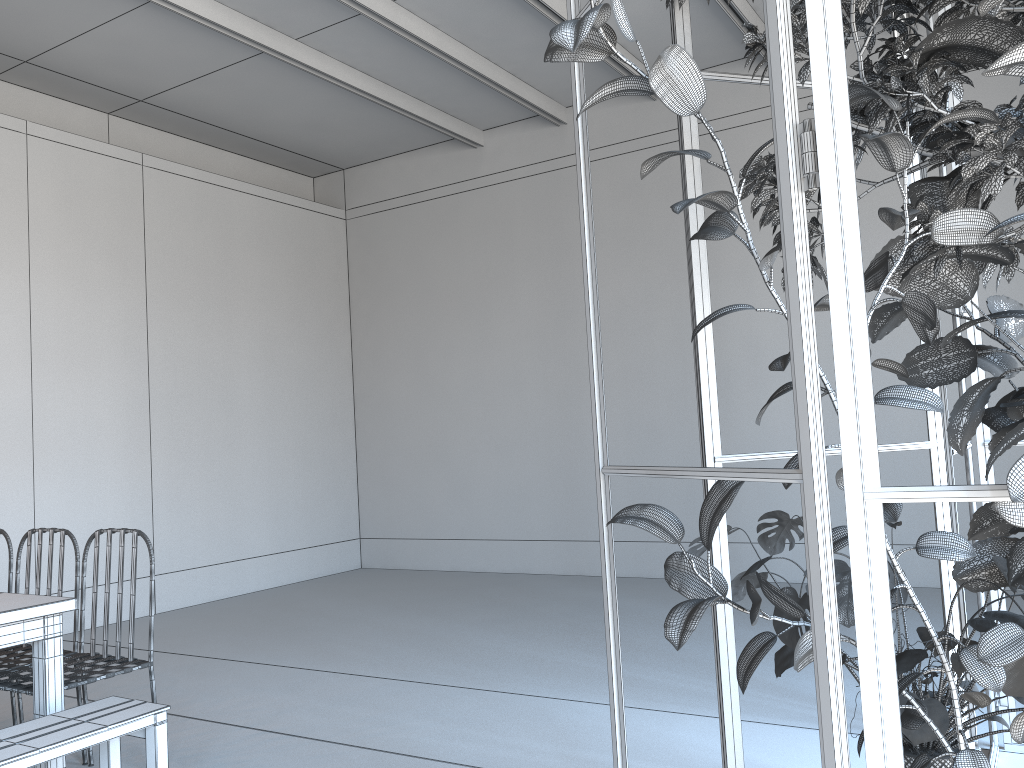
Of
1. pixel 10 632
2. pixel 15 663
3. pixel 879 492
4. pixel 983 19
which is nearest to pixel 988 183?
pixel 983 19

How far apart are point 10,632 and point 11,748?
0.5 meters

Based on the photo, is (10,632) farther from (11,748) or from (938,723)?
(938,723)

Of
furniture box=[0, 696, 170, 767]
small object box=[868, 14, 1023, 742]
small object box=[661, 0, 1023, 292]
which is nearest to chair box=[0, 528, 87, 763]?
furniture box=[0, 696, 170, 767]

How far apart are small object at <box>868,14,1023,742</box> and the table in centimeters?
274cm

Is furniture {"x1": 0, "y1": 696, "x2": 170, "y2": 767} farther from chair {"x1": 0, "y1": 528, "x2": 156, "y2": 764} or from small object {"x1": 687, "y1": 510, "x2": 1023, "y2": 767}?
small object {"x1": 687, "y1": 510, "x2": 1023, "y2": 767}

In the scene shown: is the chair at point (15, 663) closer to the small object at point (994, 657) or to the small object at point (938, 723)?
the small object at point (938, 723)

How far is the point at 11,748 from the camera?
2.4m

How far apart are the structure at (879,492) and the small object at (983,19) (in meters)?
0.20

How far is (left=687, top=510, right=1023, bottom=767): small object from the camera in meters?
1.9
